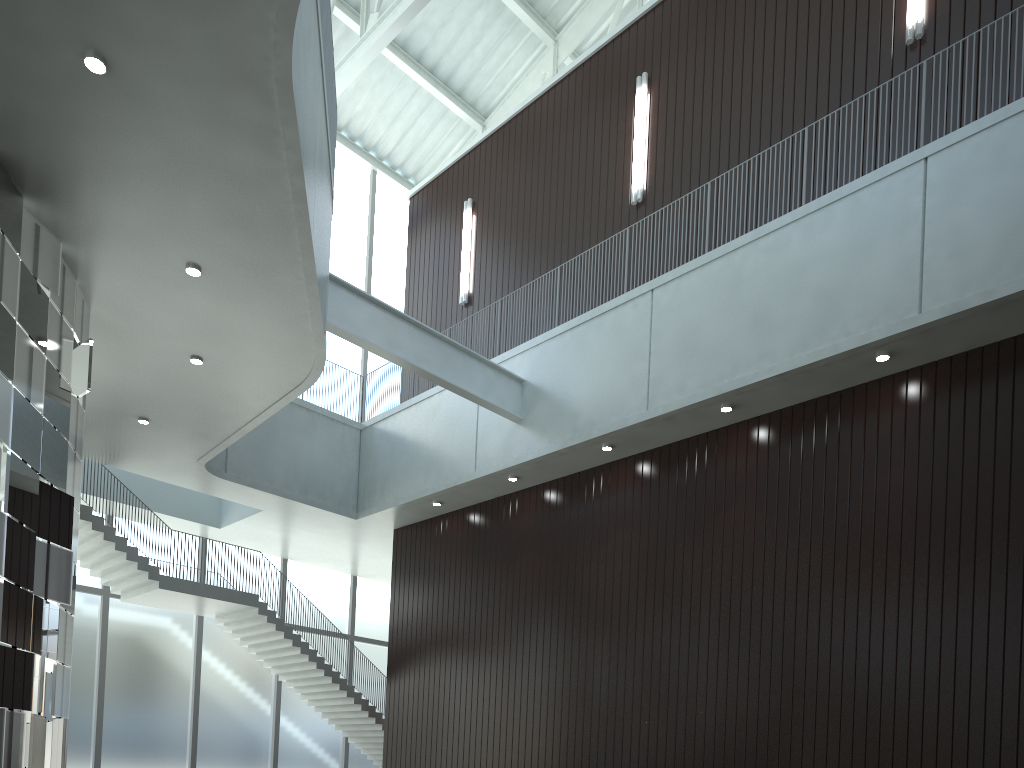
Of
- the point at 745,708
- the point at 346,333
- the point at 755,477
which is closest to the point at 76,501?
the point at 346,333

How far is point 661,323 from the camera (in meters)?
49.18

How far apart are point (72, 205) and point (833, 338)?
35.83m
